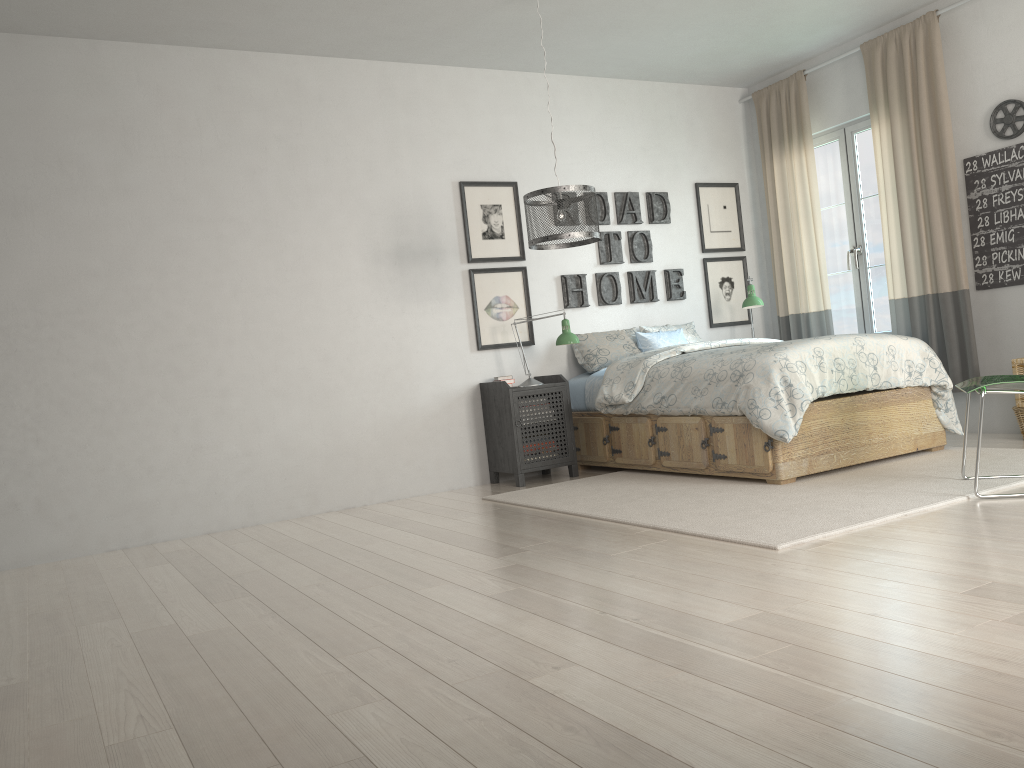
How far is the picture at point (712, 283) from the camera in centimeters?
659cm

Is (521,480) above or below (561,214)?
below

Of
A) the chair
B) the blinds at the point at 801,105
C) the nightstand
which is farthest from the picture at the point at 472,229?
the chair

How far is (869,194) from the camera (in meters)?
6.06

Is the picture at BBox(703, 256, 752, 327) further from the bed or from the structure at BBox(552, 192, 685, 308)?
the bed

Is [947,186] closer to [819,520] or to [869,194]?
[869,194]

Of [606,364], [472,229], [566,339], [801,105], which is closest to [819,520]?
[566,339]

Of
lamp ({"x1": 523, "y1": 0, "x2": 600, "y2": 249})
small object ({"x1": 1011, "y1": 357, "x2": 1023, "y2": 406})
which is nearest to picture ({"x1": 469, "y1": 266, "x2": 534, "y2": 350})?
lamp ({"x1": 523, "y1": 0, "x2": 600, "y2": 249})

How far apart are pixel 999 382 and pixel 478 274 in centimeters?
313cm

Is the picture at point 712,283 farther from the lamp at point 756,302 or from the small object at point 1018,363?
the small object at point 1018,363
